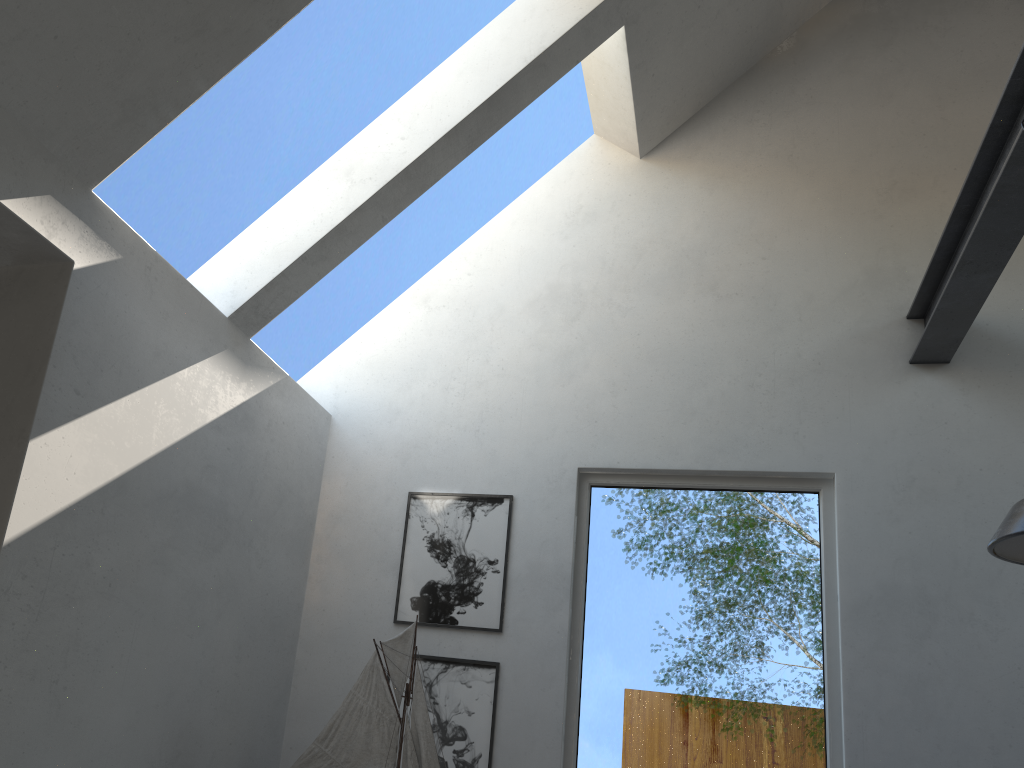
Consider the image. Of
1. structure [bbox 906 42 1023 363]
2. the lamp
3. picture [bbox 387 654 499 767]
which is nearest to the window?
picture [bbox 387 654 499 767]

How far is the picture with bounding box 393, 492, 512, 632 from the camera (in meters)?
3.58

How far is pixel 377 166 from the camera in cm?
331

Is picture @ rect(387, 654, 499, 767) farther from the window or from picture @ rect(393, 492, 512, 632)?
the window

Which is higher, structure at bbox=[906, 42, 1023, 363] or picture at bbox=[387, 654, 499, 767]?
structure at bbox=[906, 42, 1023, 363]

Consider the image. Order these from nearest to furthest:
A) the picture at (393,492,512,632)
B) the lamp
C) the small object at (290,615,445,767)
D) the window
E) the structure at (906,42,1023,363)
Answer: the lamp, the structure at (906,42,1023,363), the small object at (290,615,445,767), the window, the picture at (393,492,512,632)

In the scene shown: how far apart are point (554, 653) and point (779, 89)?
2.8m

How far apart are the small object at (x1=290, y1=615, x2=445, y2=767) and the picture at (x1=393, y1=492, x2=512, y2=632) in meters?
0.4 m

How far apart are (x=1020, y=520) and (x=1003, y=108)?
1.31m

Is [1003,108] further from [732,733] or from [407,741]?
[407,741]
